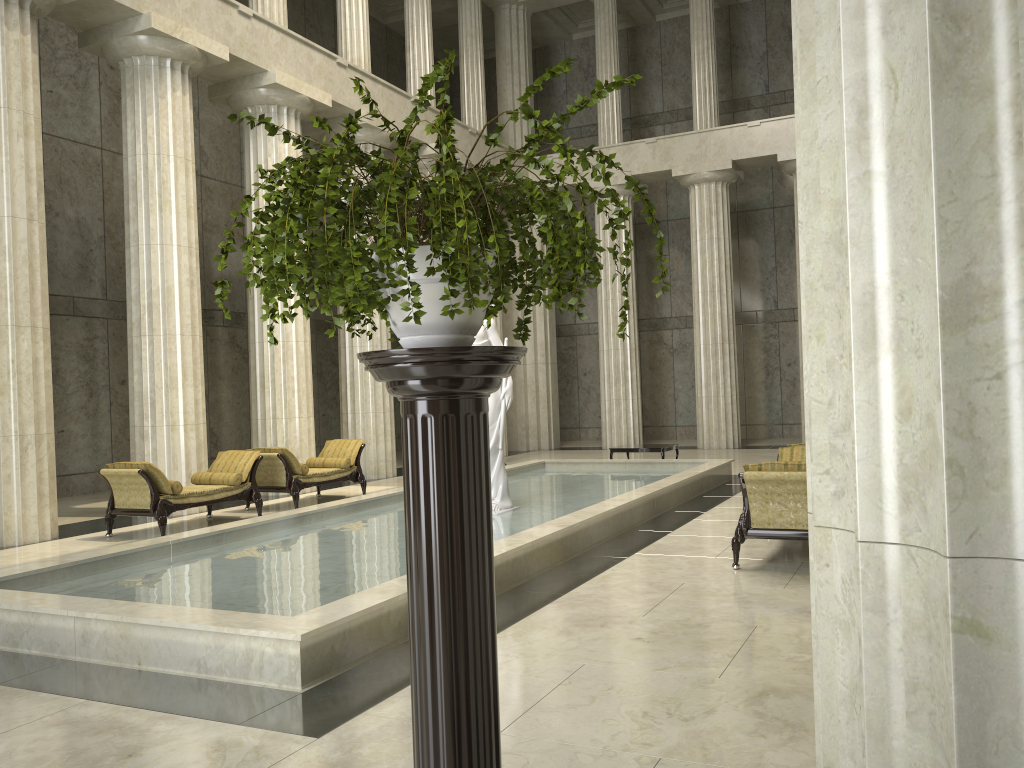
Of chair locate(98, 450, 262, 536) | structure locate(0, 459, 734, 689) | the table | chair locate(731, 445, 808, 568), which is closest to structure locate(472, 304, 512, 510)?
structure locate(0, 459, 734, 689)

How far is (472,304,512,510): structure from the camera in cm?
1068

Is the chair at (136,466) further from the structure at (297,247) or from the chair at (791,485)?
the structure at (297,247)

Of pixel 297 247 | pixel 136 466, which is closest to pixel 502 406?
pixel 136 466

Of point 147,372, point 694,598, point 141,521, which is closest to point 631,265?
point 147,372

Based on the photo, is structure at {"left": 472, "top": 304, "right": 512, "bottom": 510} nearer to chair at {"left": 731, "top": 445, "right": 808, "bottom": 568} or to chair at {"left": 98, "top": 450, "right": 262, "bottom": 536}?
chair at {"left": 731, "top": 445, "right": 808, "bottom": 568}

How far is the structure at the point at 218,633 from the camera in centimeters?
520cm

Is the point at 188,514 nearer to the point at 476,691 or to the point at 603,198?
the point at 476,691

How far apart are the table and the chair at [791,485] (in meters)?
7.04

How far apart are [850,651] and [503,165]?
1.4m
